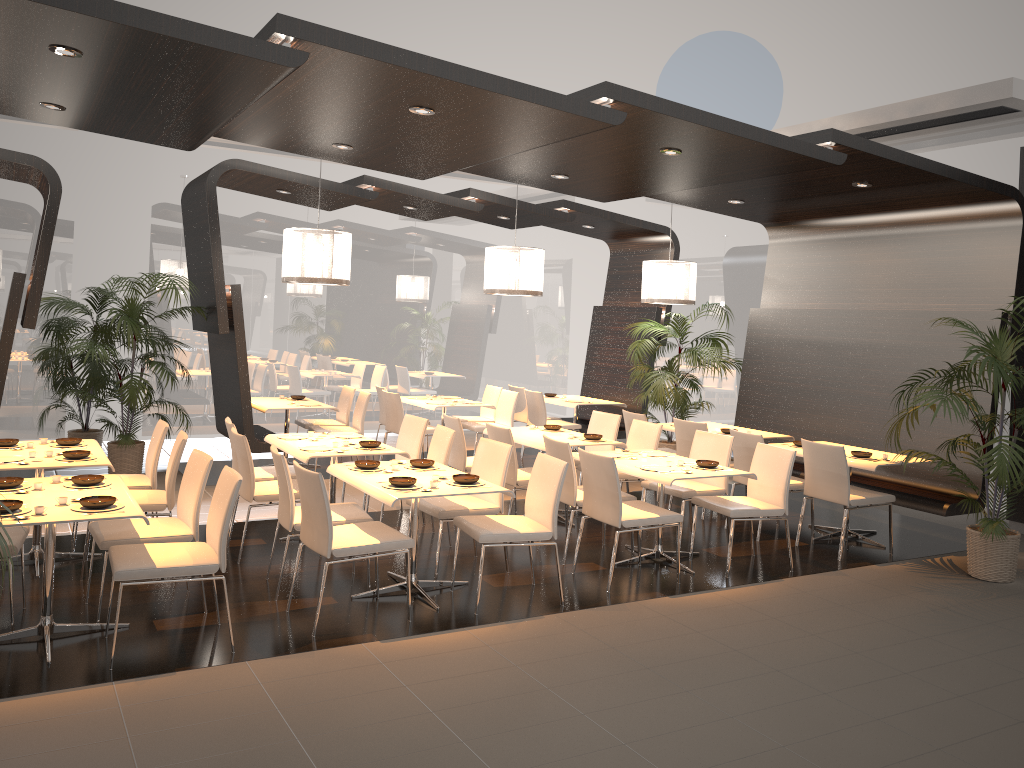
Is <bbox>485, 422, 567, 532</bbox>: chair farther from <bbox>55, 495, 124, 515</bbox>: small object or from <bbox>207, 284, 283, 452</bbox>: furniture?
<bbox>55, 495, 124, 515</bbox>: small object

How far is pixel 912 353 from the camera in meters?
8.1 m

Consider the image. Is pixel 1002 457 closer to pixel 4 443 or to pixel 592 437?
pixel 592 437

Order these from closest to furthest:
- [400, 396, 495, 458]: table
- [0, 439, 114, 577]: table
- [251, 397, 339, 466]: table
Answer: [0, 439, 114, 577]: table
[251, 397, 339, 466]: table
[400, 396, 495, 458]: table

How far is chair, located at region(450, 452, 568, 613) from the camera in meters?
5.4 m

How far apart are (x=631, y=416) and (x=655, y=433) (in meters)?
1.00

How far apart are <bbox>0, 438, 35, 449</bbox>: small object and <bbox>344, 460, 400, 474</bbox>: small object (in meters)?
2.39

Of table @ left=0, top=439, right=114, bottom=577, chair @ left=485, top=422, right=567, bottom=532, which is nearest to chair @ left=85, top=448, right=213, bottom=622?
table @ left=0, top=439, right=114, bottom=577

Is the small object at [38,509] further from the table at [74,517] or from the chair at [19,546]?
the chair at [19,546]

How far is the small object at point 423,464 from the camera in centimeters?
588cm
